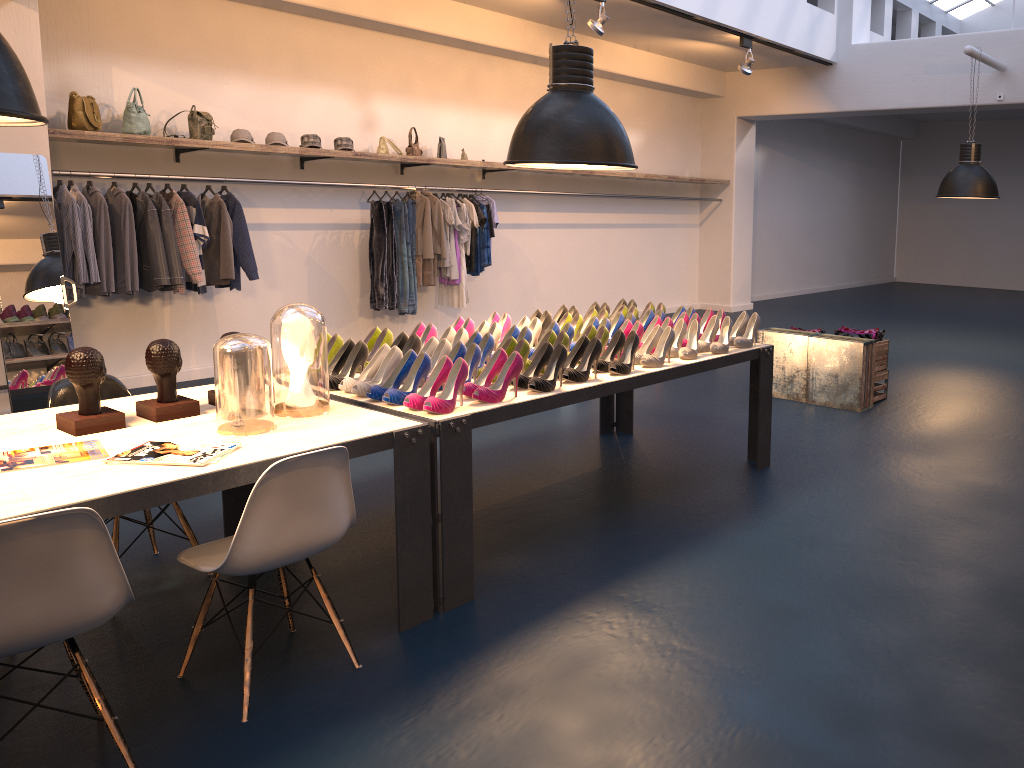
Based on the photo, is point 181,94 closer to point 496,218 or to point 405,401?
point 496,218

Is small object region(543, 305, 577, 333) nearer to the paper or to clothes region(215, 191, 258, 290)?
the paper

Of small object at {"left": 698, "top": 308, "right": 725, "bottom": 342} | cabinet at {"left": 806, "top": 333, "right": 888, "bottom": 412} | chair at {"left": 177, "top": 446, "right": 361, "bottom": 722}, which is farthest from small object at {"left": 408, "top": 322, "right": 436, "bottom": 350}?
cabinet at {"left": 806, "top": 333, "right": 888, "bottom": 412}

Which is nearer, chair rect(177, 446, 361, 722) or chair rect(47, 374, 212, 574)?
chair rect(177, 446, 361, 722)

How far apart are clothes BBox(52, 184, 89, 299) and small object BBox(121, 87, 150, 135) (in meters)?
0.71

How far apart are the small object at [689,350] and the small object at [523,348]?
0.9m

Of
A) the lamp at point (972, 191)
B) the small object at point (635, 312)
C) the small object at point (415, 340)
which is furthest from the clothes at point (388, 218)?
the lamp at point (972, 191)

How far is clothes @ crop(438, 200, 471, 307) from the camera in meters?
8.9 m

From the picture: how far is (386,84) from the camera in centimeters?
874cm

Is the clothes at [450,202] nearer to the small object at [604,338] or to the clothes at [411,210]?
the clothes at [411,210]
